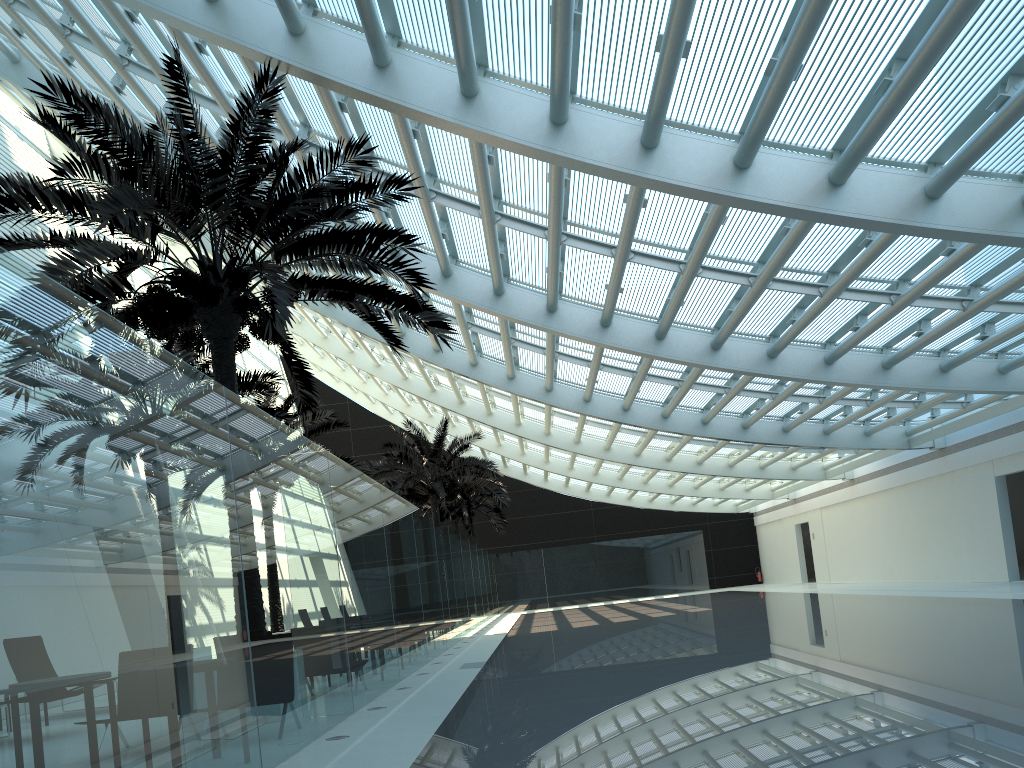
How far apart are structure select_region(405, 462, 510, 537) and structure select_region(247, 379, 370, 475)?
12.82m

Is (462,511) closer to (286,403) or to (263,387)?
(286,403)

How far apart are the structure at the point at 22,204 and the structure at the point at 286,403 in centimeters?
865cm

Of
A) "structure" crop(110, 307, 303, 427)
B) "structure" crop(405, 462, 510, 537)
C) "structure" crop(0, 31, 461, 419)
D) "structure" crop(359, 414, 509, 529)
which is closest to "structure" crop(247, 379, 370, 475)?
"structure" crop(110, 307, 303, 427)

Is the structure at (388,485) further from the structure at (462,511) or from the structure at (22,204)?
the structure at (22,204)

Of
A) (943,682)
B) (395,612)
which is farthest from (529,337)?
(943,682)

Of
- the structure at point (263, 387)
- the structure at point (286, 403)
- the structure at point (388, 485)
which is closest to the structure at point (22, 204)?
the structure at point (263, 387)

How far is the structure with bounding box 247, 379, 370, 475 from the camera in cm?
2050

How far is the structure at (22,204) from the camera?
8.28m

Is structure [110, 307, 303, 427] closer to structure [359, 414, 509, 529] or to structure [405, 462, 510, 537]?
structure [359, 414, 509, 529]
